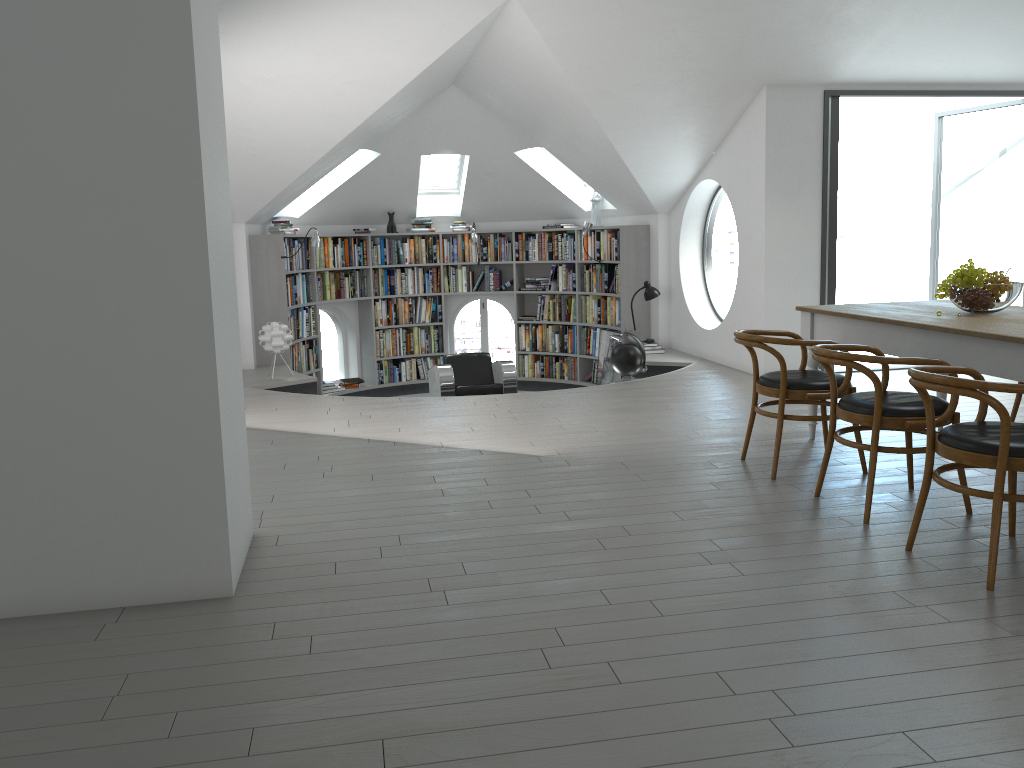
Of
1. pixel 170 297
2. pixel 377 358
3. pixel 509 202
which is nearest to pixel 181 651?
pixel 170 297

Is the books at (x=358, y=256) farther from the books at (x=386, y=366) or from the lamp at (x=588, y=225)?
the lamp at (x=588, y=225)

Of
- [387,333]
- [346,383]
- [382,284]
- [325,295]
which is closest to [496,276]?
[382,284]

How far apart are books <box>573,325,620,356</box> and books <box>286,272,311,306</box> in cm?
329

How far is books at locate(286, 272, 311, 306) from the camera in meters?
9.7 m

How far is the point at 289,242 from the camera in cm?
960

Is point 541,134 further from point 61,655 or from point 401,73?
point 61,655

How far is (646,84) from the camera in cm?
709

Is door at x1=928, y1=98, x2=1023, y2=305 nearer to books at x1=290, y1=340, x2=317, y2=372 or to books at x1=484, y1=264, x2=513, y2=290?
books at x1=484, y1=264, x2=513, y2=290

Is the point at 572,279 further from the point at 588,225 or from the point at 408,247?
the point at 408,247
